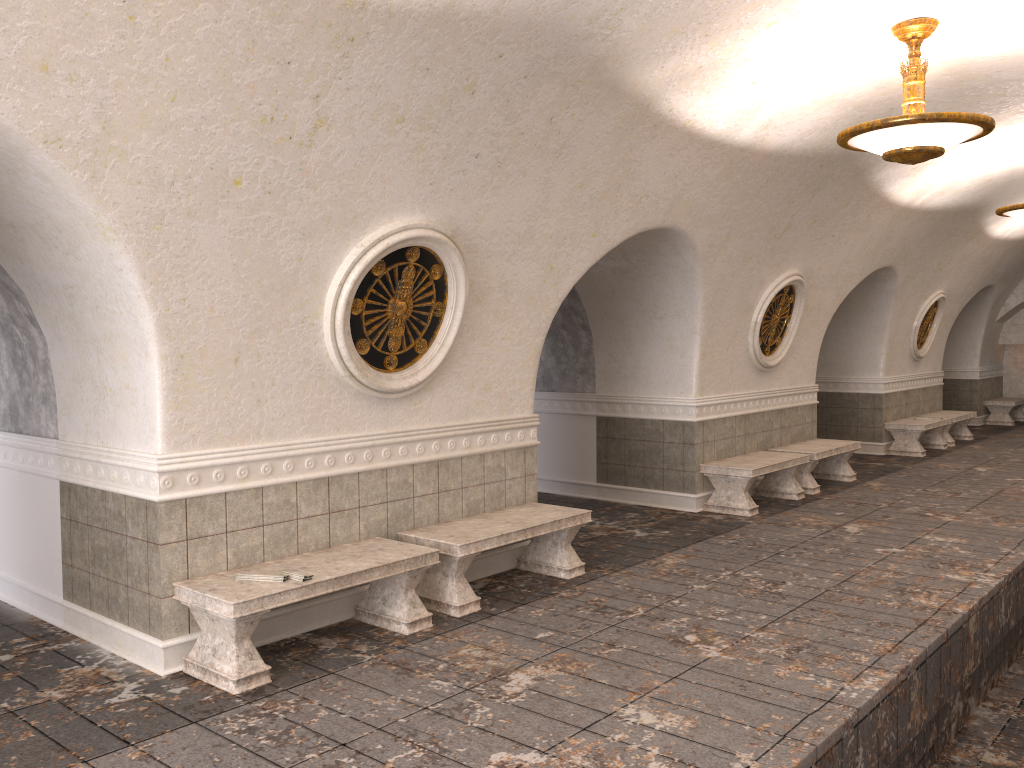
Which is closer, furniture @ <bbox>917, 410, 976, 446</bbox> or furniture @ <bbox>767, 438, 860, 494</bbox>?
furniture @ <bbox>767, 438, 860, 494</bbox>

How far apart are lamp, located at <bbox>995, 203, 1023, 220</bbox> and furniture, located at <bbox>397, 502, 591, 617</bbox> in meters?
6.3 m

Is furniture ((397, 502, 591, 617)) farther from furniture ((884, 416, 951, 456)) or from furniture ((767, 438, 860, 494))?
furniture ((884, 416, 951, 456))

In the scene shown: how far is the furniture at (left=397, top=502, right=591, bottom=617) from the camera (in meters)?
5.97

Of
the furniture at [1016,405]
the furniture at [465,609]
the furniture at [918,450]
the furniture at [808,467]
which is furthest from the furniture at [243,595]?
the furniture at [1016,405]

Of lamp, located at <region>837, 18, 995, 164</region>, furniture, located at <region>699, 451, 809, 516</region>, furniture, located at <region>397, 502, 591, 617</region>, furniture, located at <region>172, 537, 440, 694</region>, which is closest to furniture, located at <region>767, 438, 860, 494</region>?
furniture, located at <region>699, 451, 809, 516</region>

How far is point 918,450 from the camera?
13.8m

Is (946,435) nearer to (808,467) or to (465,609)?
(808,467)

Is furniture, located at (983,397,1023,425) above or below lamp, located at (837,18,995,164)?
below

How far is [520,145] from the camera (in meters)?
5.97
